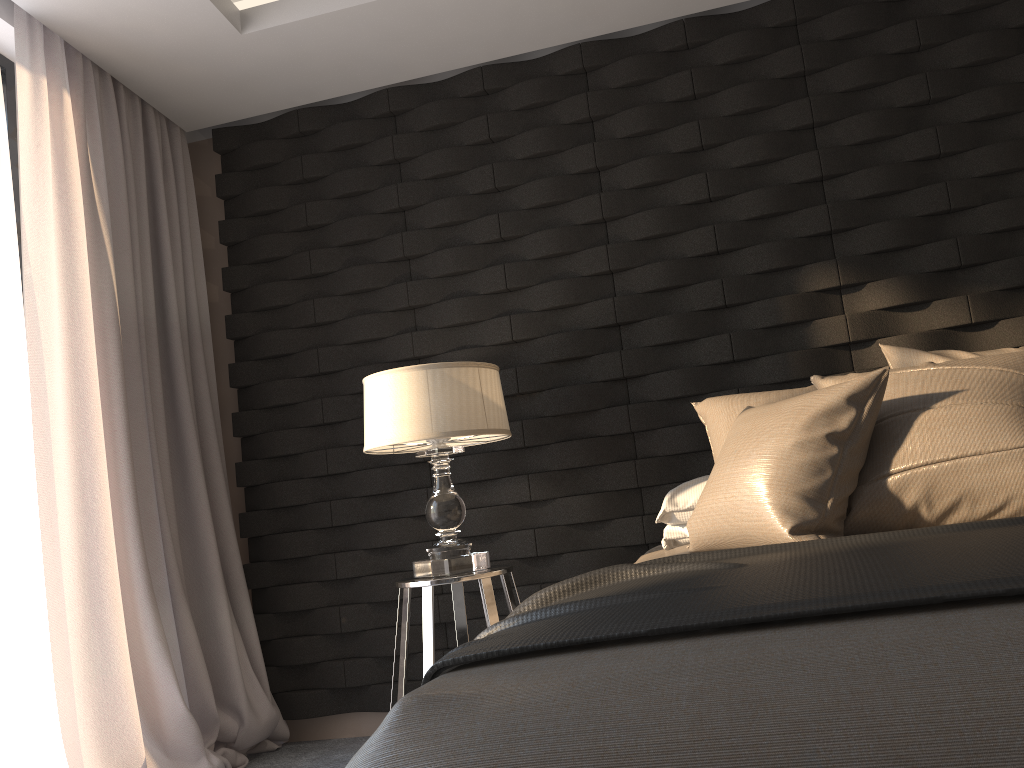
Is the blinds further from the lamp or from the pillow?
the pillow

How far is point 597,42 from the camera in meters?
3.3 m

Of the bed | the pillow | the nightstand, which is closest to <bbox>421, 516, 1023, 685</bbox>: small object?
the bed

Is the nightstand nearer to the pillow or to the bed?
the bed

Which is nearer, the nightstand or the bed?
the bed

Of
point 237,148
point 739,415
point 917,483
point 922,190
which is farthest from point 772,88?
point 237,148

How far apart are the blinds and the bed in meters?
1.6

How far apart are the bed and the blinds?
1.6m

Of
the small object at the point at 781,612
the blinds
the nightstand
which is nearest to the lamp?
the nightstand

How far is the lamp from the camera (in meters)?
2.64
